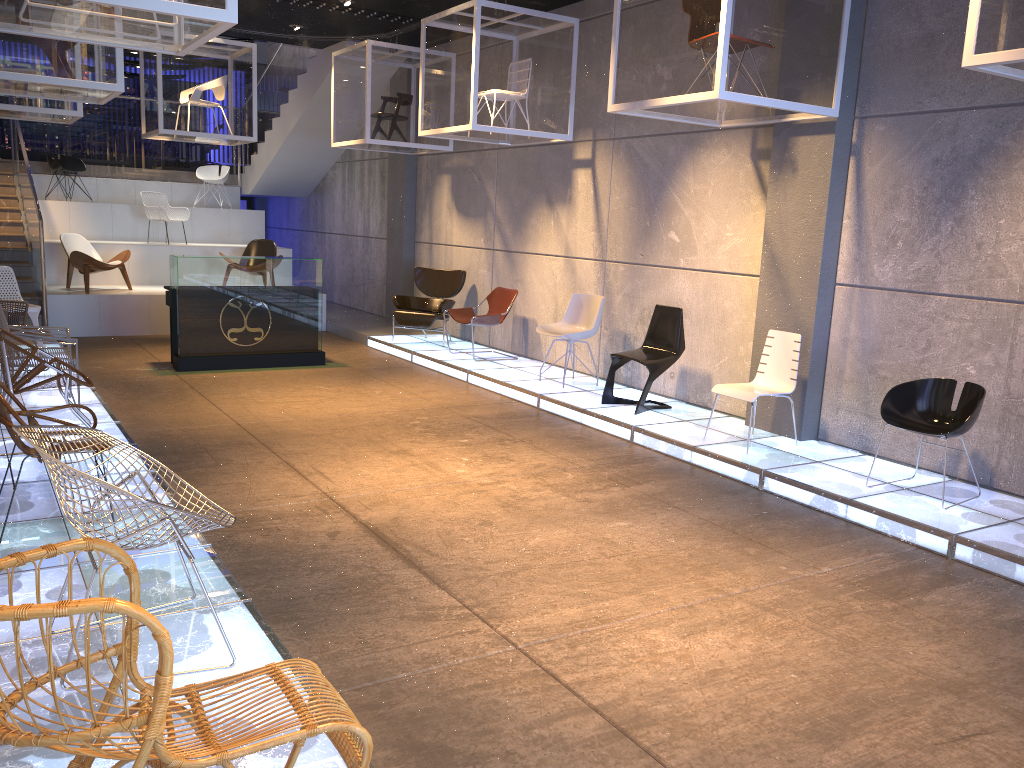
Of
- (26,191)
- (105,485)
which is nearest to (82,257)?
(26,191)

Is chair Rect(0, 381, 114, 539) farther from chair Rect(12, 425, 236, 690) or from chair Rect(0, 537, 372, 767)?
chair Rect(0, 537, 372, 767)

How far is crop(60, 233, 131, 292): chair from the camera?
11.6m

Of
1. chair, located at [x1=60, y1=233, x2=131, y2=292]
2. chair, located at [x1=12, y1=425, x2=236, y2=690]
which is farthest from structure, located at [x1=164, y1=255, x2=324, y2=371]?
chair, located at [x1=12, y1=425, x2=236, y2=690]

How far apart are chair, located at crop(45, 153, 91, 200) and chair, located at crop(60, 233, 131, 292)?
2.86m

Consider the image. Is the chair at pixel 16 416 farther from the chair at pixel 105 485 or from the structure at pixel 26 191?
the structure at pixel 26 191

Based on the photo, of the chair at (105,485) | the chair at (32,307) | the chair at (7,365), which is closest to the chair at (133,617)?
the chair at (105,485)

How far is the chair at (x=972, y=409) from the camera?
5.6 meters

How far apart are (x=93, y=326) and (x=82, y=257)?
0.92m

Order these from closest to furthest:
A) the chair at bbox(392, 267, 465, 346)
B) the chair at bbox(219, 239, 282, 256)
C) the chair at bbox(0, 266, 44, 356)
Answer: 1. the chair at bbox(0, 266, 44, 356)
2. the chair at bbox(392, 267, 465, 346)
3. the chair at bbox(219, 239, 282, 256)
